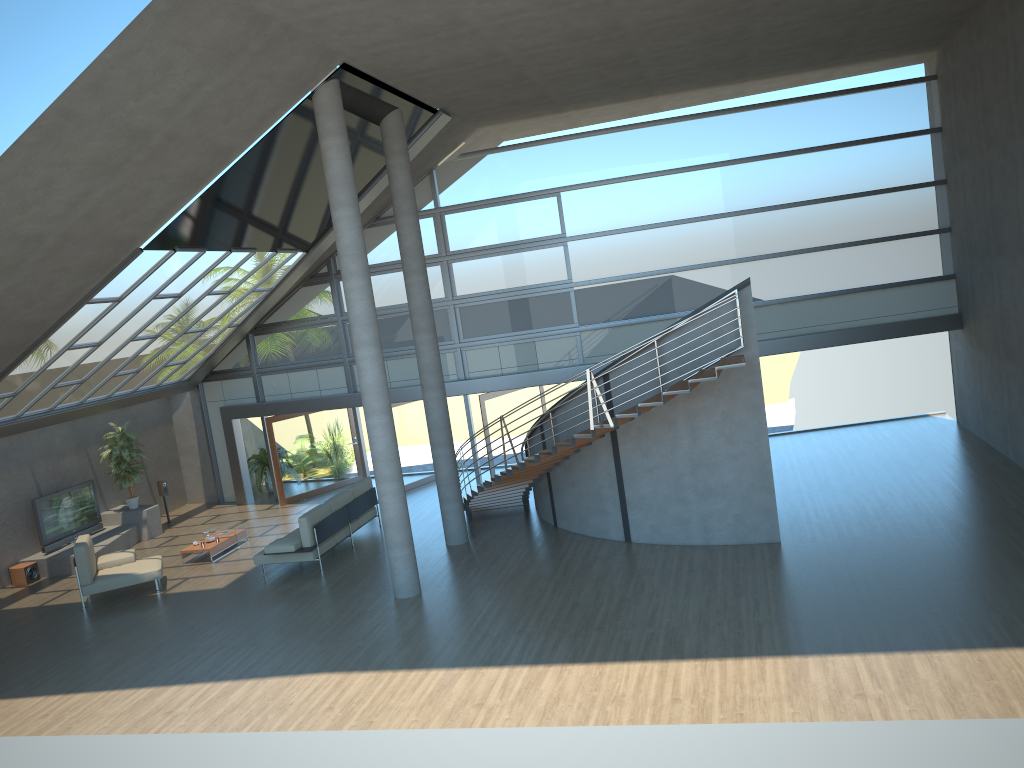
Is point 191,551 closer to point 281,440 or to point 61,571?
point 61,571

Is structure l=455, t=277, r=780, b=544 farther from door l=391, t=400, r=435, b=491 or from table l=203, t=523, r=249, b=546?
table l=203, t=523, r=249, b=546

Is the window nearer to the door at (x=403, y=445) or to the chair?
the door at (x=403, y=445)

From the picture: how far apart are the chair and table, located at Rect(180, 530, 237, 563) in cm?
97

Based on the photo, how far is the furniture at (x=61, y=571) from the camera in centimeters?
1611cm

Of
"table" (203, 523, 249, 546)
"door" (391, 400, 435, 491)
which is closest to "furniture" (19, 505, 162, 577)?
"table" (203, 523, 249, 546)

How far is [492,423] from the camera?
17.9m

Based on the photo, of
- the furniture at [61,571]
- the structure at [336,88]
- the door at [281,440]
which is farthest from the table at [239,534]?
the structure at [336,88]

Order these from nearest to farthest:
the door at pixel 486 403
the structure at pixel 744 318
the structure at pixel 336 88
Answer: the structure at pixel 336 88, the structure at pixel 744 318, the door at pixel 486 403

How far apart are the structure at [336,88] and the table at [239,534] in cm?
540
